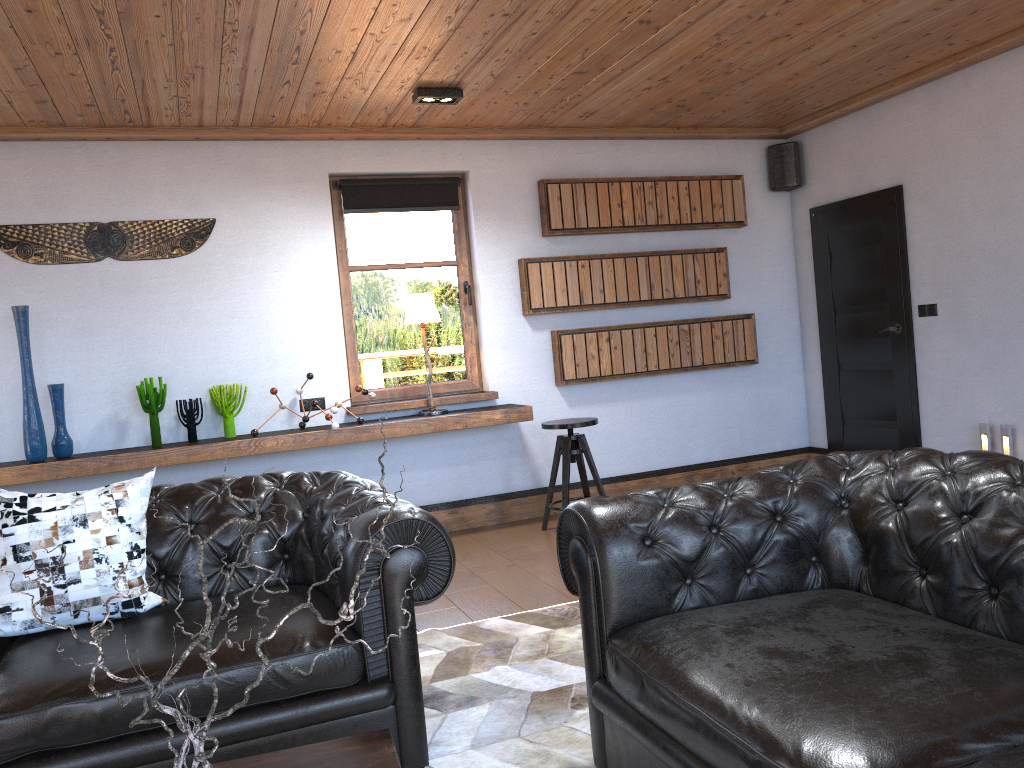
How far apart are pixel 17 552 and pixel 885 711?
2.4 meters

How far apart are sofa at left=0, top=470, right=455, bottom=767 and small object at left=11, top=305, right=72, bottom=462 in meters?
2.1

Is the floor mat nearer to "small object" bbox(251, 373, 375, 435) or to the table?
the table

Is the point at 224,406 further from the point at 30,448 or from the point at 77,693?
the point at 77,693

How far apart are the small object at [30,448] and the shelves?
0.0 meters

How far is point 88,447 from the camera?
5.30m

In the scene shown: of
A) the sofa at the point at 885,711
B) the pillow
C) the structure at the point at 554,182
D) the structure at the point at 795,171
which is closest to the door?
the structure at the point at 795,171

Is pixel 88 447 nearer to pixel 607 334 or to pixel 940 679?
pixel 607 334

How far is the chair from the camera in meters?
5.5

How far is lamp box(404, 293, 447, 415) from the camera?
5.7m
